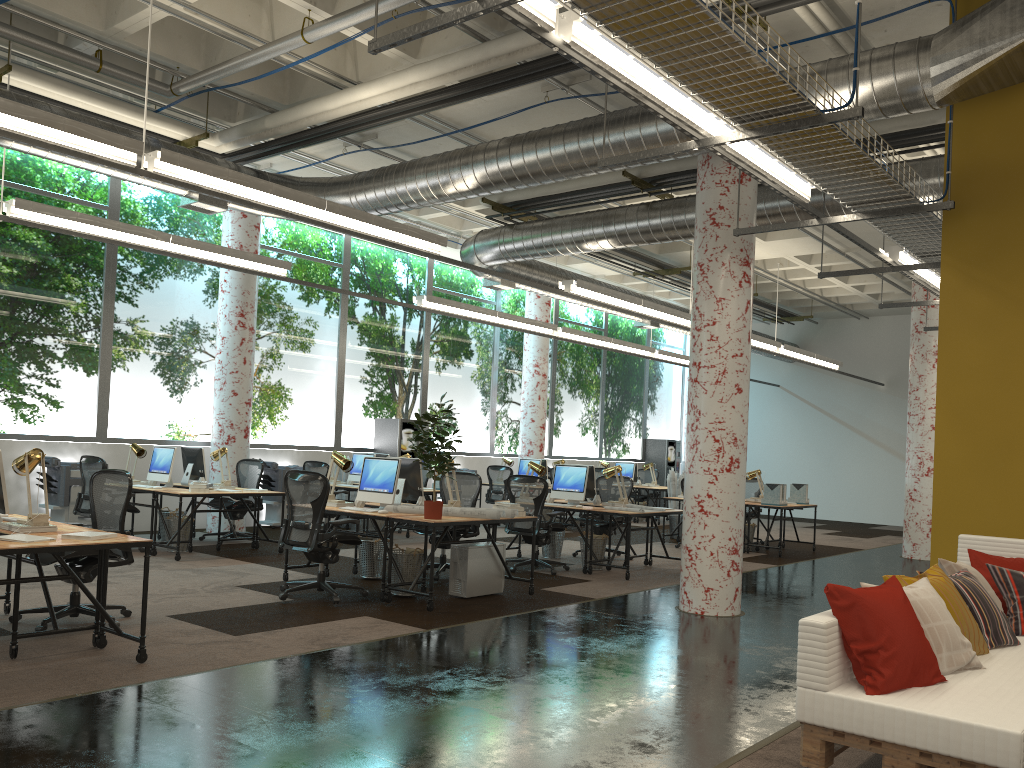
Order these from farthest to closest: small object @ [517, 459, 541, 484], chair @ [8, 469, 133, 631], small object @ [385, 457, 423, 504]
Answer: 1. small object @ [517, 459, 541, 484]
2. small object @ [385, 457, 423, 504]
3. chair @ [8, 469, 133, 631]

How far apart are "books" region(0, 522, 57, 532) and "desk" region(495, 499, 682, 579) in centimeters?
581cm

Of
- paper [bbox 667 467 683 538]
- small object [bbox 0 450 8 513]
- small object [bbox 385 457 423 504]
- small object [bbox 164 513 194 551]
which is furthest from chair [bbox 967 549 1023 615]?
paper [bbox 667 467 683 538]

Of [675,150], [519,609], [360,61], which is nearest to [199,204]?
[360,61]

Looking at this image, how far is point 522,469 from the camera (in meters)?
16.05

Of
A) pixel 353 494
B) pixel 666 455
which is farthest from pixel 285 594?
pixel 666 455

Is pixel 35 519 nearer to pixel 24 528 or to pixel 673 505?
pixel 24 528

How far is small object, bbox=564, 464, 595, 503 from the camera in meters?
11.0 m

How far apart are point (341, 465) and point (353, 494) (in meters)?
5.88

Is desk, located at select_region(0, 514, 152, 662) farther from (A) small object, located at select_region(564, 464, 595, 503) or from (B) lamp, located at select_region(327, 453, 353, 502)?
(A) small object, located at select_region(564, 464, 595, 503)
